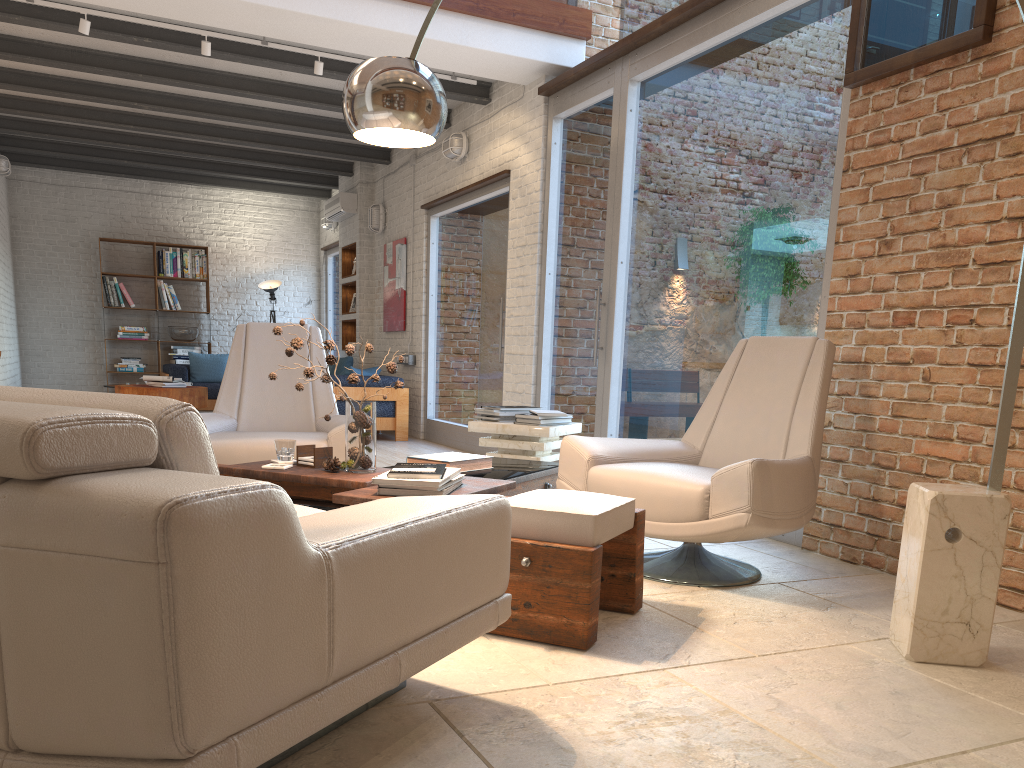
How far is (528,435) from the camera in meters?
4.8

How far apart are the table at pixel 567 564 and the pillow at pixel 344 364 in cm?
573

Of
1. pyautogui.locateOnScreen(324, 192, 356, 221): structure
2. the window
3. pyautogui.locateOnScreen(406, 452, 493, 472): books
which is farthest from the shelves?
pyautogui.locateOnScreen(406, 452, 493, 472): books

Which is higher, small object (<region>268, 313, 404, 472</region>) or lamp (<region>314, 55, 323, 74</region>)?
lamp (<region>314, 55, 323, 74</region>)

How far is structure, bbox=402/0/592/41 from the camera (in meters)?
6.17

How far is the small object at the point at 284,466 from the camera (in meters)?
3.45

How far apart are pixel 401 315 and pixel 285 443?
6.1 meters

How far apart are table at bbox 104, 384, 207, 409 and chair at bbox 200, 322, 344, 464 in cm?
431

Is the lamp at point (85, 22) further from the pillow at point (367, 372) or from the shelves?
the shelves

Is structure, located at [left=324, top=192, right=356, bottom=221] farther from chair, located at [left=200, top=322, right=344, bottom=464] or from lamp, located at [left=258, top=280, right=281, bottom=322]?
chair, located at [left=200, top=322, right=344, bottom=464]
